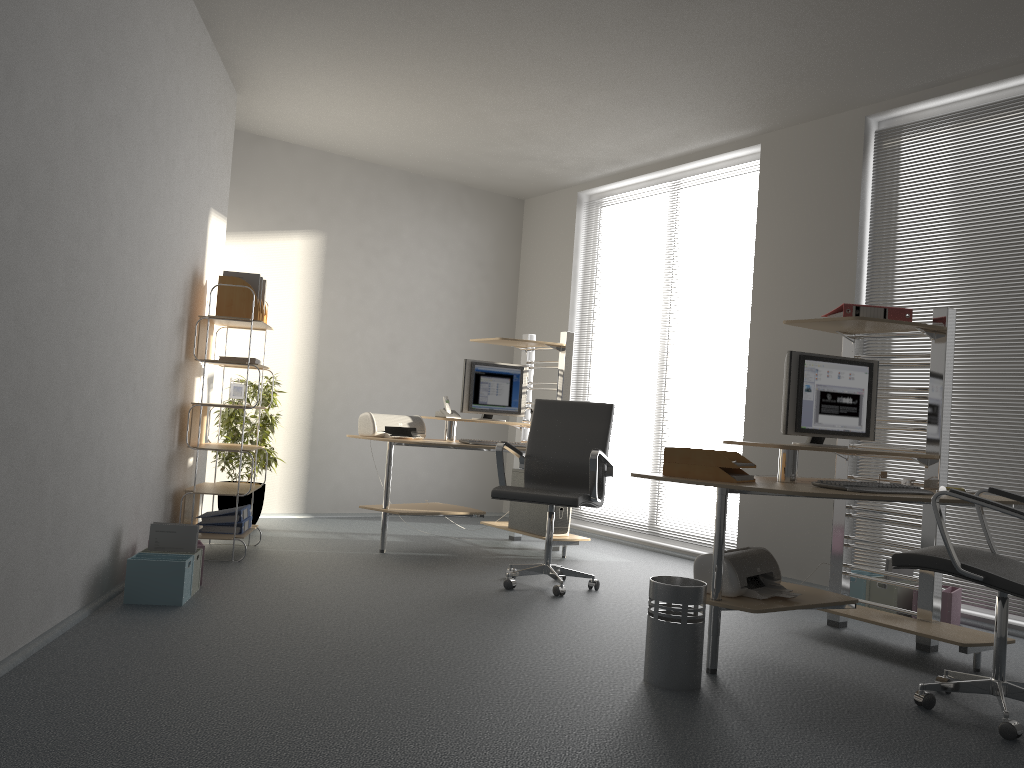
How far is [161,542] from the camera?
4.1m

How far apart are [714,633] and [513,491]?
1.58m

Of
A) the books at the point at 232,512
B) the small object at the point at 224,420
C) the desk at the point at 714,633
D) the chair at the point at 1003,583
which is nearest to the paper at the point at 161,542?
the books at the point at 232,512

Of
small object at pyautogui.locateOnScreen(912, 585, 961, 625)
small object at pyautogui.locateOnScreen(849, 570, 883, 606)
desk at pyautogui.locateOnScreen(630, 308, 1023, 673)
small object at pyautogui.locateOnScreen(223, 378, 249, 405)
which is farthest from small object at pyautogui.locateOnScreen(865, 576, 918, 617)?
small object at pyautogui.locateOnScreen(223, 378, 249, 405)

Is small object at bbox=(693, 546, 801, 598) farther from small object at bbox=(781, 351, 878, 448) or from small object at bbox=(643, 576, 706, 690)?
small object at bbox=(781, 351, 878, 448)

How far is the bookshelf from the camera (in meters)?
5.03

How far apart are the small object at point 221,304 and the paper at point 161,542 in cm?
152

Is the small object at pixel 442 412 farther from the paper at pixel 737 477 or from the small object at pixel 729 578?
the paper at pixel 737 477

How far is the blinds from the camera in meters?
4.7

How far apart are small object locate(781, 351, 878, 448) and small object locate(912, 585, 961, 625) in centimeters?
105cm
